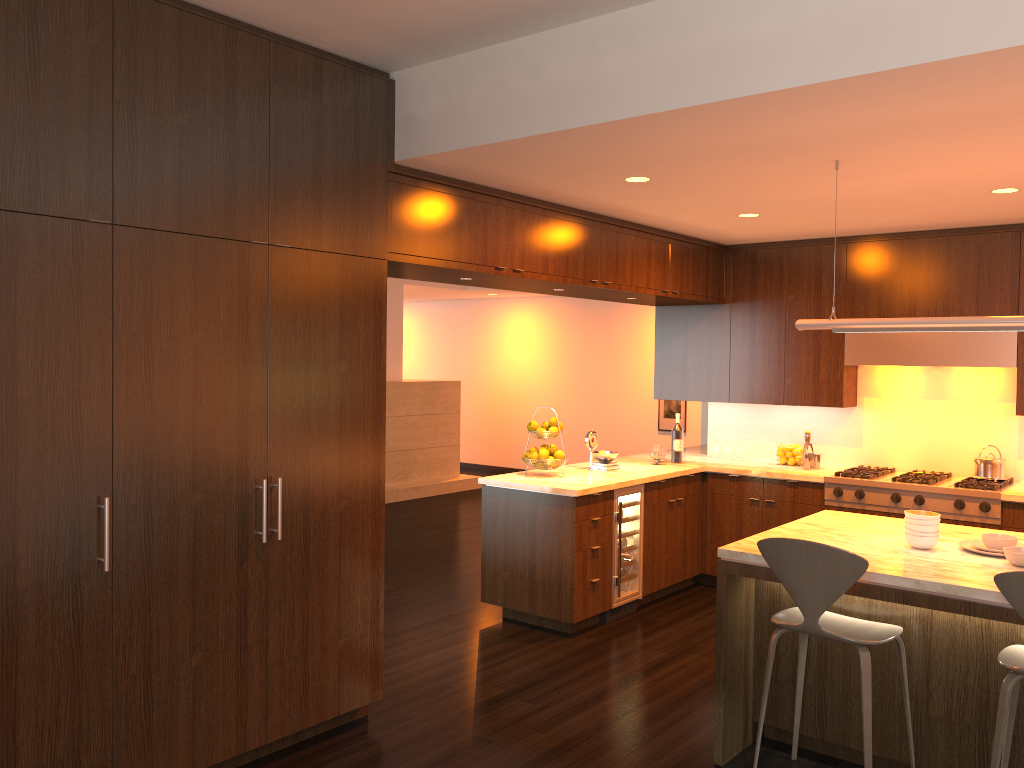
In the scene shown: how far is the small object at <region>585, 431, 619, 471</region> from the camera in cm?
618

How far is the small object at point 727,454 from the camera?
7.0 meters

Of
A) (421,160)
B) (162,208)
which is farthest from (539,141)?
(162,208)

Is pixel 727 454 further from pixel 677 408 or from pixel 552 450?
pixel 677 408

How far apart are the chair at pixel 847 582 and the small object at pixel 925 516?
0.5m

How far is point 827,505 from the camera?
6.0 meters

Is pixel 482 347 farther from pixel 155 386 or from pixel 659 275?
pixel 155 386

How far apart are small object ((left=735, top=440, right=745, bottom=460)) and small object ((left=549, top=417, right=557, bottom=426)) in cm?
190

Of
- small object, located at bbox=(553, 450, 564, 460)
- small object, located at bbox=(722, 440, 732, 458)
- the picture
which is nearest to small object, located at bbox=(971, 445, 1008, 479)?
small object, located at bbox=(722, 440, 732, 458)

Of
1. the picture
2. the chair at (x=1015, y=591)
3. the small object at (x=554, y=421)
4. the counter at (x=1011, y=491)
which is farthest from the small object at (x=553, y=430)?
the picture
